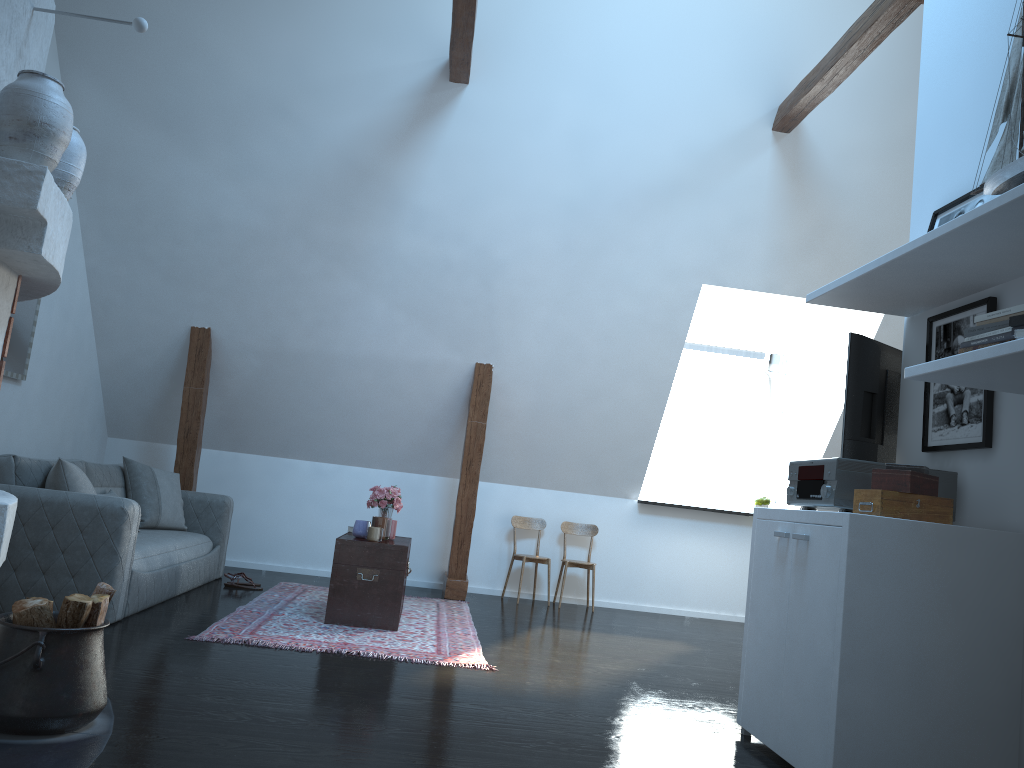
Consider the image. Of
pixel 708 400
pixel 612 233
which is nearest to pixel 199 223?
pixel 612 233

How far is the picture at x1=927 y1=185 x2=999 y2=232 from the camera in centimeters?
345cm

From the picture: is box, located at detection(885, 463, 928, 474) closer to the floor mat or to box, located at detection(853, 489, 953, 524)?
box, located at detection(853, 489, 953, 524)

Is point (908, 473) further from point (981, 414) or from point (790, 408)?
point (790, 408)

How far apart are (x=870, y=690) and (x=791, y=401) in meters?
5.7 m

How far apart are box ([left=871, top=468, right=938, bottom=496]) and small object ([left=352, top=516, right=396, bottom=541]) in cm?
310

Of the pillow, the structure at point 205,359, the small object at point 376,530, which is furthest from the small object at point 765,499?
the pillow

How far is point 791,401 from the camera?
8.3 meters

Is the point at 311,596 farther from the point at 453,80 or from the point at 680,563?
the point at 453,80

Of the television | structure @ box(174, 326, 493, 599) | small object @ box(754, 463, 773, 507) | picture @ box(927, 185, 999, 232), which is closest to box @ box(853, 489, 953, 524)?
the television
